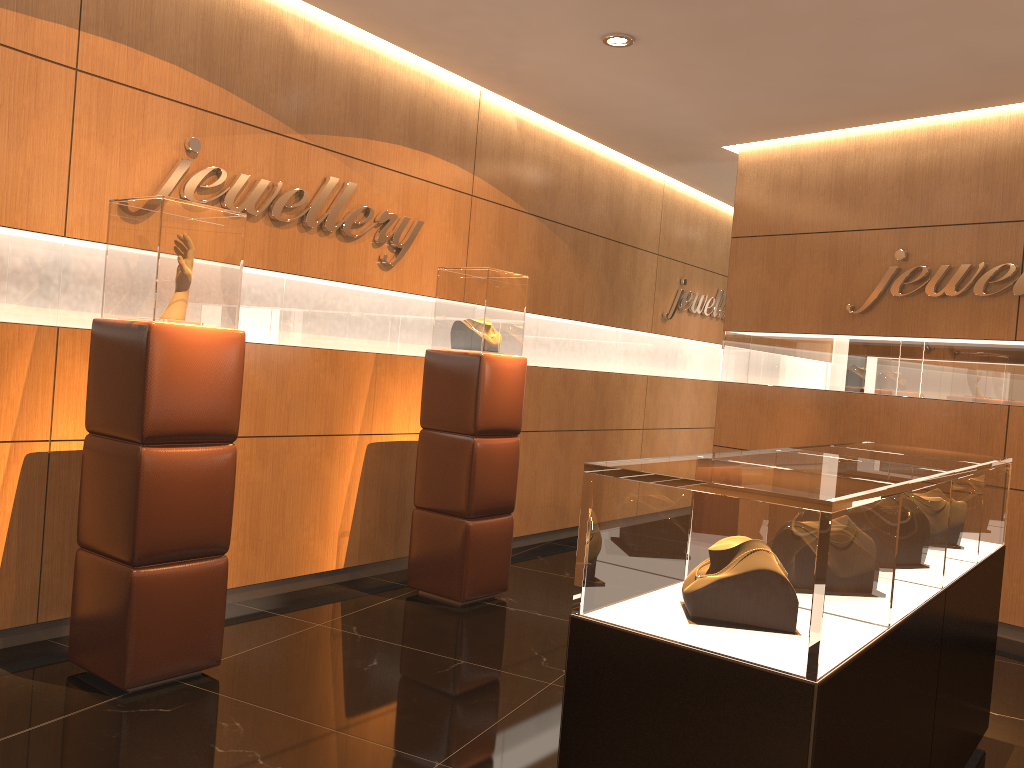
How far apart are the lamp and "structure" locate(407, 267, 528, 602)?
1.4m

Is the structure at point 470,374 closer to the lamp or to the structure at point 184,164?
the structure at point 184,164

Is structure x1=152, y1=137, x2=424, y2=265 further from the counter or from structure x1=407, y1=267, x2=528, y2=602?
the counter

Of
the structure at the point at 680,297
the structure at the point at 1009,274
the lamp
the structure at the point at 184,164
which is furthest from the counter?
the structure at the point at 680,297

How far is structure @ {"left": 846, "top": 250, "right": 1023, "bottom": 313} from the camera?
5.5m

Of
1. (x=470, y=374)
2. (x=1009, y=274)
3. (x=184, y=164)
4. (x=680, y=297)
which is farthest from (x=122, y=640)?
(x=680, y=297)

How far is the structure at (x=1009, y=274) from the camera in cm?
551

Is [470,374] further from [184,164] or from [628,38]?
[628,38]

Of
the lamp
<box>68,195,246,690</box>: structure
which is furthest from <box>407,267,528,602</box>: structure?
<box>68,195,246,690</box>: structure

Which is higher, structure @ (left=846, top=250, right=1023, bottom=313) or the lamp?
the lamp
